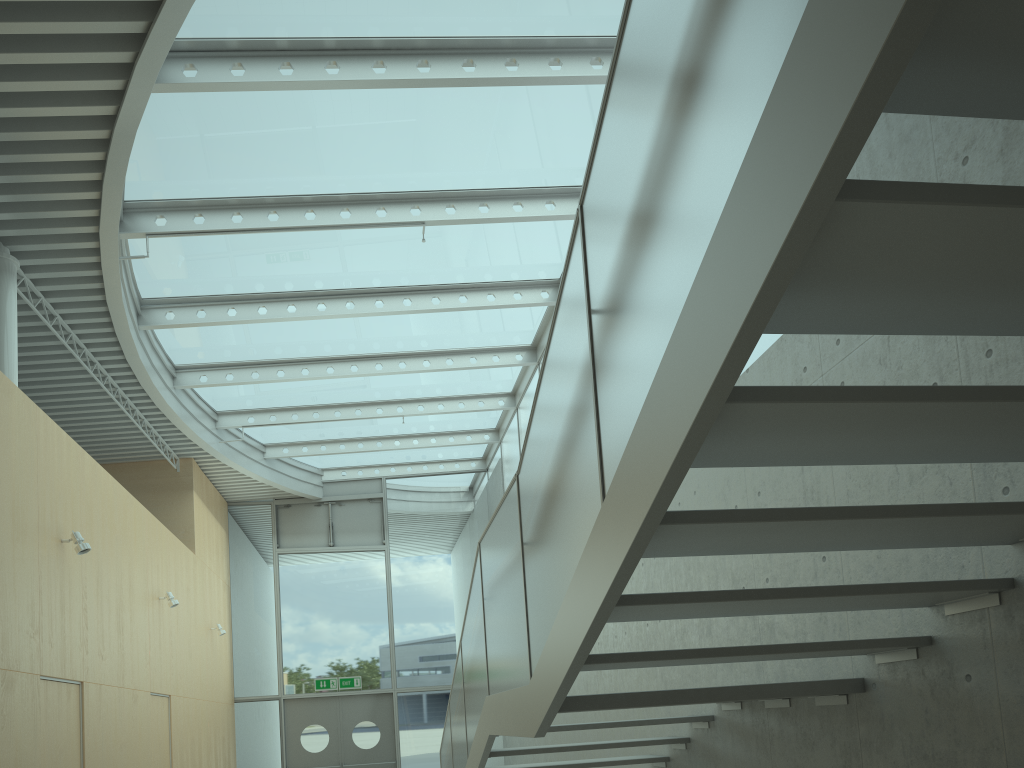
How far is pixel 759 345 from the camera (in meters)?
5.18

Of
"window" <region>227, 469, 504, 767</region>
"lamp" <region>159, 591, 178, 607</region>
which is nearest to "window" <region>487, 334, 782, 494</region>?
"window" <region>227, 469, 504, 767</region>

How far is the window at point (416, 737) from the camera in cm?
1432

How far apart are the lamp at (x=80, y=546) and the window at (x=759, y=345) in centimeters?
531cm

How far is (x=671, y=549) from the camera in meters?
2.7

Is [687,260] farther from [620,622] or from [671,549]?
[620,622]

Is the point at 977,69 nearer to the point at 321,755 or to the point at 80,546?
the point at 80,546

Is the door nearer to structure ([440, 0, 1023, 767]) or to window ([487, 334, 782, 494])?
window ([487, 334, 782, 494])

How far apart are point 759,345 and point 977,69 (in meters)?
3.78

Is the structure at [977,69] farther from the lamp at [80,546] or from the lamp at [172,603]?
the lamp at [172,603]
